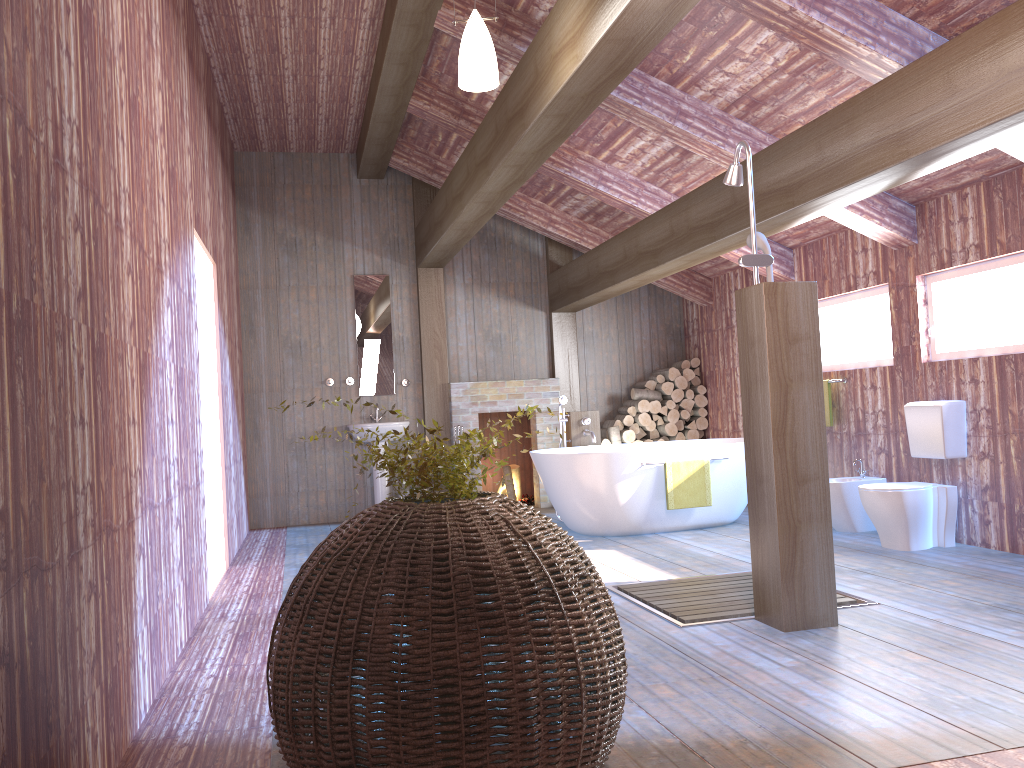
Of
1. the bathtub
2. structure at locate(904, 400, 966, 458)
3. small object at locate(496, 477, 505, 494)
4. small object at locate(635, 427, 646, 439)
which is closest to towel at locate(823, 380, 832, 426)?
the bathtub

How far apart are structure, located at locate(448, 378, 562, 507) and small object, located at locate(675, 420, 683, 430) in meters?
1.3 m

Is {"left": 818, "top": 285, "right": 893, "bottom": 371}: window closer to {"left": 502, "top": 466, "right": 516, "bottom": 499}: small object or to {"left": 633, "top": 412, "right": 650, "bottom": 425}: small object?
{"left": 633, "top": 412, "right": 650, "bottom": 425}: small object

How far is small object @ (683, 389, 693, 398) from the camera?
9.0 meters

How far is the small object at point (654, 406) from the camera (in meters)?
8.94

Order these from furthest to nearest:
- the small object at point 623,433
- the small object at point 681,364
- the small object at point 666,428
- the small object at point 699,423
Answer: the small object at point 681,364, the small object at point 699,423, the small object at point 666,428, the small object at point 623,433

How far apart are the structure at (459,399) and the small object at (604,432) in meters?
0.5 m

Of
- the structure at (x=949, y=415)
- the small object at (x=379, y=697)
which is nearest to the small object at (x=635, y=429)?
the structure at (x=949, y=415)

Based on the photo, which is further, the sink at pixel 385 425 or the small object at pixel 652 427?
the small object at pixel 652 427

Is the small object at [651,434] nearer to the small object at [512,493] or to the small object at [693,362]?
the small object at [693,362]
